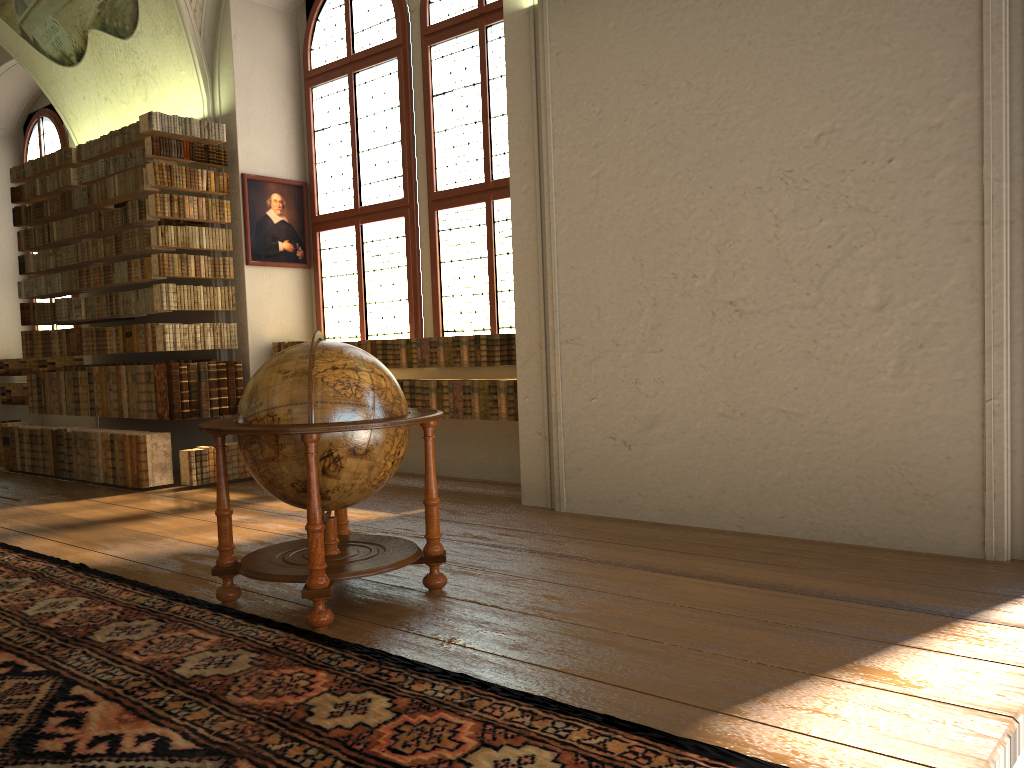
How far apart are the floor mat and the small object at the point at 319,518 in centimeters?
7cm

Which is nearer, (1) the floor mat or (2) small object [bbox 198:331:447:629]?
(1) the floor mat

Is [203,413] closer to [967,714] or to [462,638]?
[462,638]

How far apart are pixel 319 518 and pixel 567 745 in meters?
1.8 m

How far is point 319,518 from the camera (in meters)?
4.21

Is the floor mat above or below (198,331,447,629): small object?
below

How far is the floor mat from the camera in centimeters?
284cm

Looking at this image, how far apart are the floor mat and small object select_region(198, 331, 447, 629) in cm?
7

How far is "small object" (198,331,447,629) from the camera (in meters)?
4.21
